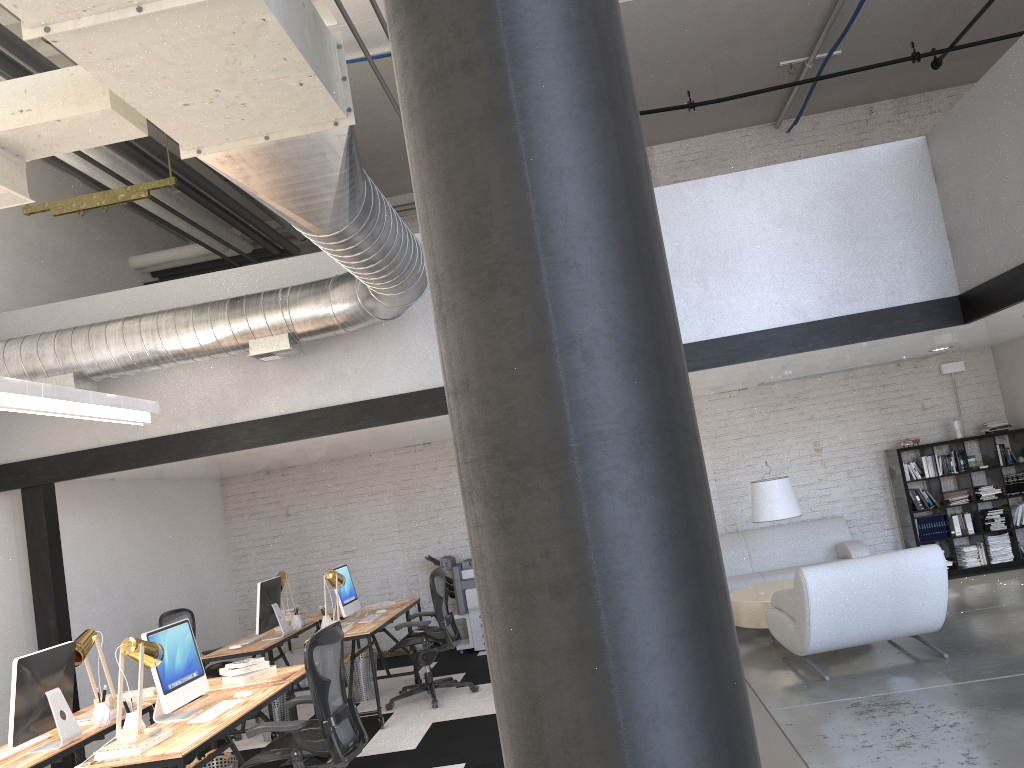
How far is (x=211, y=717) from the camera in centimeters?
447cm

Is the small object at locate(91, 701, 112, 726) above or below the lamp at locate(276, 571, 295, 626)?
below

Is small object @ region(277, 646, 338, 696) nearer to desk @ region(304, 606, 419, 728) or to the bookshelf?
desk @ region(304, 606, 419, 728)

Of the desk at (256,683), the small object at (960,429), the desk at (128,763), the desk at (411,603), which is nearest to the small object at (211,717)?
the desk at (128,763)

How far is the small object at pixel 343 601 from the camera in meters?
7.4

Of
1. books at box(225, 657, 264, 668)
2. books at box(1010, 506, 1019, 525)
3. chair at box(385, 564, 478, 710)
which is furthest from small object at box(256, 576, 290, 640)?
books at box(1010, 506, 1019, 525)

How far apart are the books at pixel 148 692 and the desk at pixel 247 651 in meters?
1.3

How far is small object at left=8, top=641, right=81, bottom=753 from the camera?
4.3m

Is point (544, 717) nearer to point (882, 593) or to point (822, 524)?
point (882, 593)

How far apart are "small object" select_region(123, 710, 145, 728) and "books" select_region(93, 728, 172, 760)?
0.2m
